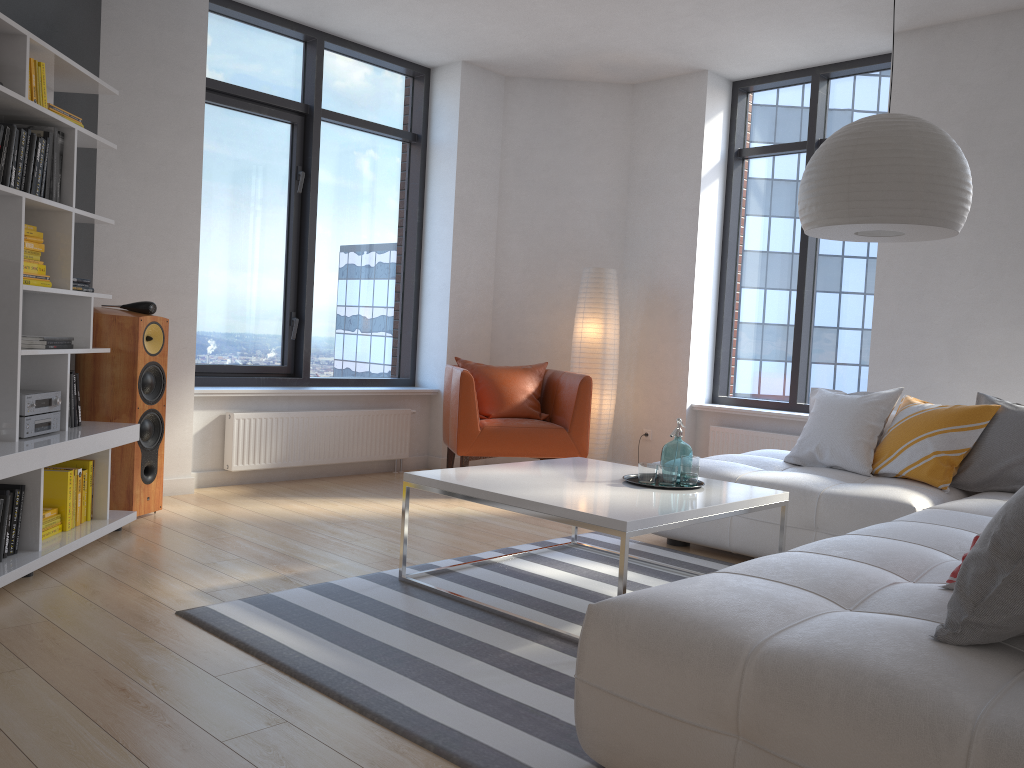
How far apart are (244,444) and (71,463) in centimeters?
152cm

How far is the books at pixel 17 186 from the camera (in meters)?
3.39

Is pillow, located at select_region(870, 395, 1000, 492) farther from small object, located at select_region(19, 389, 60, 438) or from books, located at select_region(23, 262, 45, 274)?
books, located at select_region(23, 262, 45, 274)

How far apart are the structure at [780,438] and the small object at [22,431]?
4.3m

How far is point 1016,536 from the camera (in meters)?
1.71

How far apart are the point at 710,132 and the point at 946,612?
5.02m

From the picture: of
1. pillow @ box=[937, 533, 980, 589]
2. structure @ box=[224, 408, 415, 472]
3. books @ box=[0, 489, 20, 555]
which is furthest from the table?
structure @ box=[224, 408, 415, 472]

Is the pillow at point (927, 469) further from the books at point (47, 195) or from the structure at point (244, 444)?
the books at point (47, 195)

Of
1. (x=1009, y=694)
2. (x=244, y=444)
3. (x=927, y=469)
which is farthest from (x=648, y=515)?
(x=244, y=444)

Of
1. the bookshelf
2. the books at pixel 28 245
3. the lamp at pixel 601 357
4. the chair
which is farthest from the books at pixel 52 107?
the lamp at pixel 601 357
